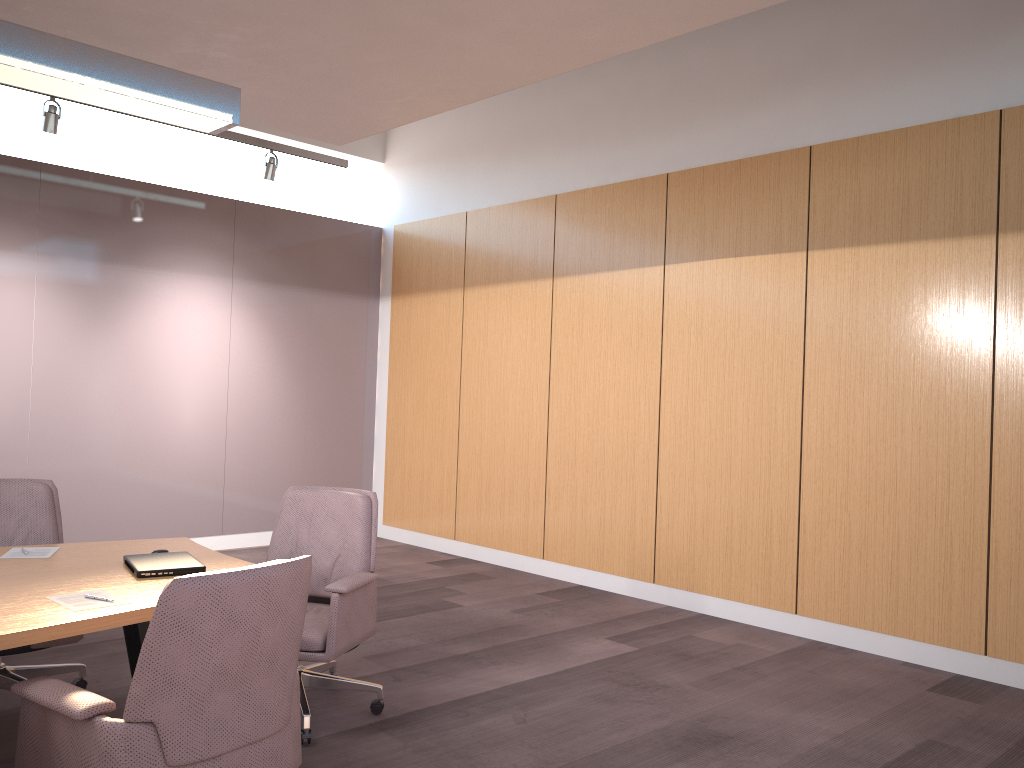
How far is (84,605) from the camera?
2.6 meters

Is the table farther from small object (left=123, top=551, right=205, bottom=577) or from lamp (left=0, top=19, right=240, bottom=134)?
lamp (left=0, top=19, right=240, bottom=134)

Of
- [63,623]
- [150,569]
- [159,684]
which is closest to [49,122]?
[150,569]

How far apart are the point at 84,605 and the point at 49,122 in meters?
4.0

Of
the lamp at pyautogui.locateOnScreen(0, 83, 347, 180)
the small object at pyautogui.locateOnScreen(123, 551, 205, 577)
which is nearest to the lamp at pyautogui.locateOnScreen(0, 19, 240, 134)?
the small object at pyautogui.locateOnScreen(123, 551, 205, 577)

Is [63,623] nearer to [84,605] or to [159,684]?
[84,605]

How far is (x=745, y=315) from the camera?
5.8m

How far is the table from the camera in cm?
241

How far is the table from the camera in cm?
241

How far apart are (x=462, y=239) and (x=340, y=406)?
2.01m
